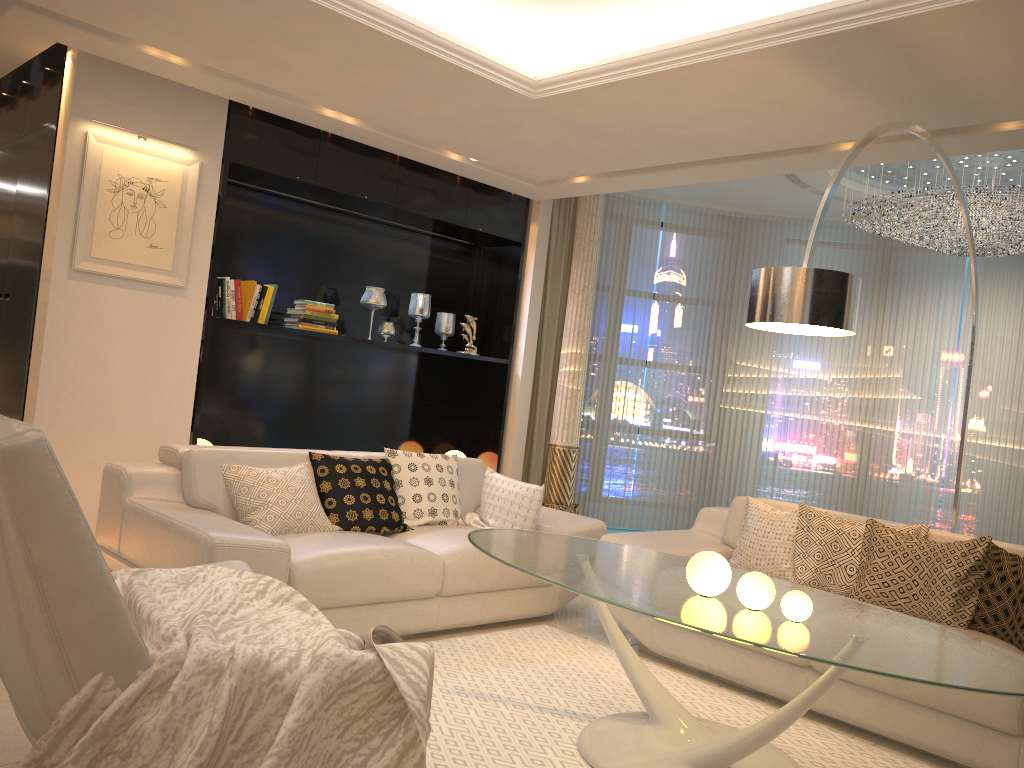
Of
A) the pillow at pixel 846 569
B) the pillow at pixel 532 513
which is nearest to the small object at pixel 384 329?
the pillow at pixel 532 513

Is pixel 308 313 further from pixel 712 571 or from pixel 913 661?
pixel 913 661

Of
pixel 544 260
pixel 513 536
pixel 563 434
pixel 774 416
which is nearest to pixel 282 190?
pixel 544 260

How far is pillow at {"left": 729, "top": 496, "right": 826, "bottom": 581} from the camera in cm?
422

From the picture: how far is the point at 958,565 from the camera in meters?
3.6

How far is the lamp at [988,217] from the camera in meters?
5.7 m

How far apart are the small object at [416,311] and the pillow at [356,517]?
2.2 meters

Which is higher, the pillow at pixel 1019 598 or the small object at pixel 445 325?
the small object at pixel 445 325

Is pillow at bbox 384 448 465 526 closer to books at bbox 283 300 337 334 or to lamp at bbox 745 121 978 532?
books at bbox 283 300 337 334

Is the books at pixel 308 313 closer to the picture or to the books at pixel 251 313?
the books at pixel 251 313
